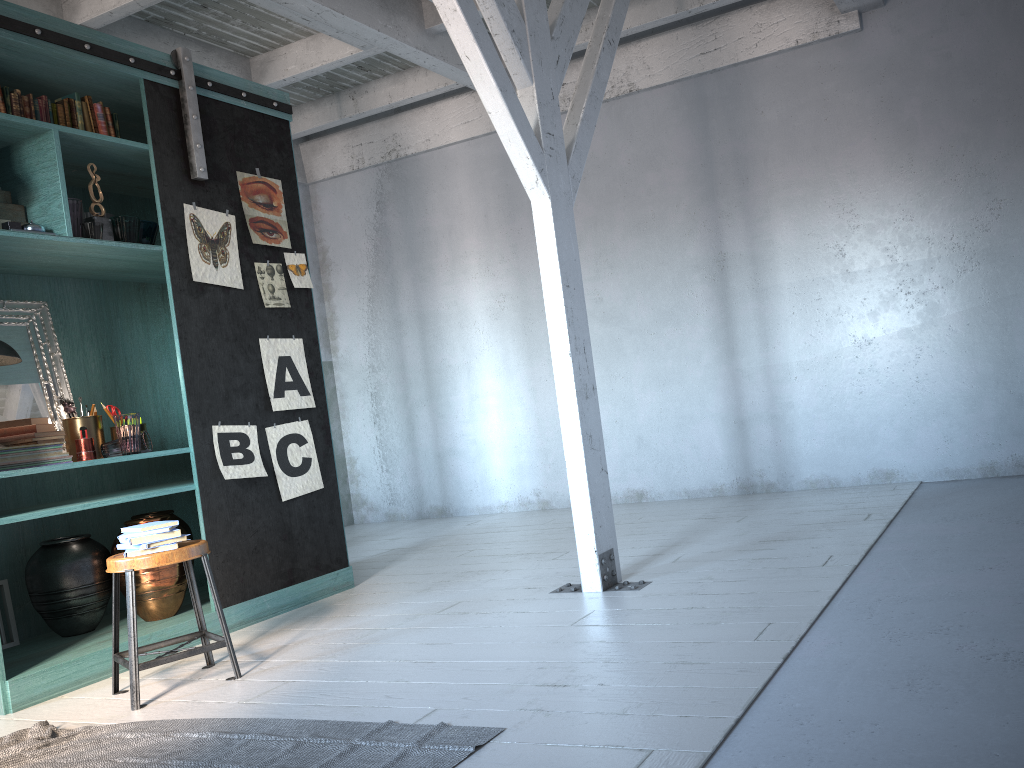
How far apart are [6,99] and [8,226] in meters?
0.7

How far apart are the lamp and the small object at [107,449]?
0.7m

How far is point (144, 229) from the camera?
5.35m

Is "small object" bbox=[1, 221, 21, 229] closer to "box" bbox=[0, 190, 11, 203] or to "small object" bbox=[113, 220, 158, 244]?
"box" bbox=[0, 190, 11, 203]

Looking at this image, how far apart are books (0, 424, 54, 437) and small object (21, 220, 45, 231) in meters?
1.1

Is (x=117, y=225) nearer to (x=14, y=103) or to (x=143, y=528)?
(x=14, y=103)

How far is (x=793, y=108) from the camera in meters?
7.3

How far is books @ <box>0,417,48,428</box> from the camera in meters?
4.9 m

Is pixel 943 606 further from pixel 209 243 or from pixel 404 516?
pixel 404 516

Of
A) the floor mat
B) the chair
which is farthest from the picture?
the floor mat
